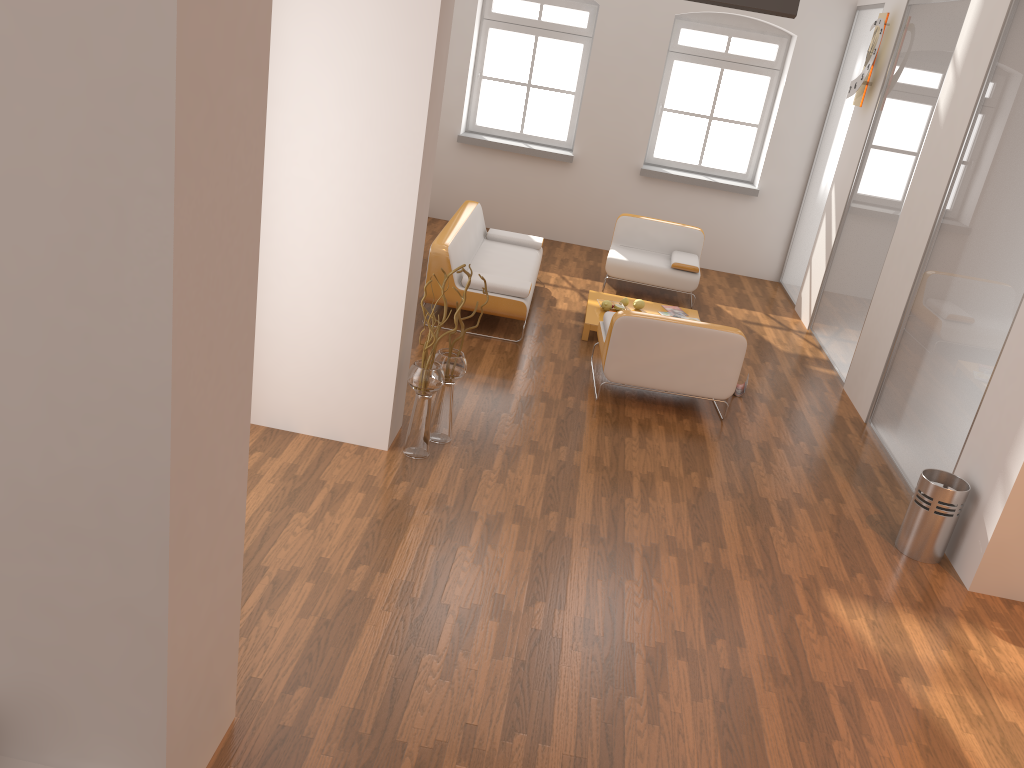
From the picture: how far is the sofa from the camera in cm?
684

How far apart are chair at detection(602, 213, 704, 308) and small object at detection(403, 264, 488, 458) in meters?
3.8 m

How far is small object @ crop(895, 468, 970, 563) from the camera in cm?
465

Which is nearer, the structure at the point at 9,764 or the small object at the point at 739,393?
the structure at the point at 9,764

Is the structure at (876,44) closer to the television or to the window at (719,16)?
the window at (719,16)

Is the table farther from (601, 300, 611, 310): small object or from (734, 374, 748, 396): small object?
(734, 374, 748, 396): small object

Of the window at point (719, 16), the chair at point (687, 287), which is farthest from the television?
the window at point (719, 16)

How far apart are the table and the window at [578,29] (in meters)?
3.03

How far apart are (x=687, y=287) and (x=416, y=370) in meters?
4.5 m

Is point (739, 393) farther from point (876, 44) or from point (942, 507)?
point (876, 44)
